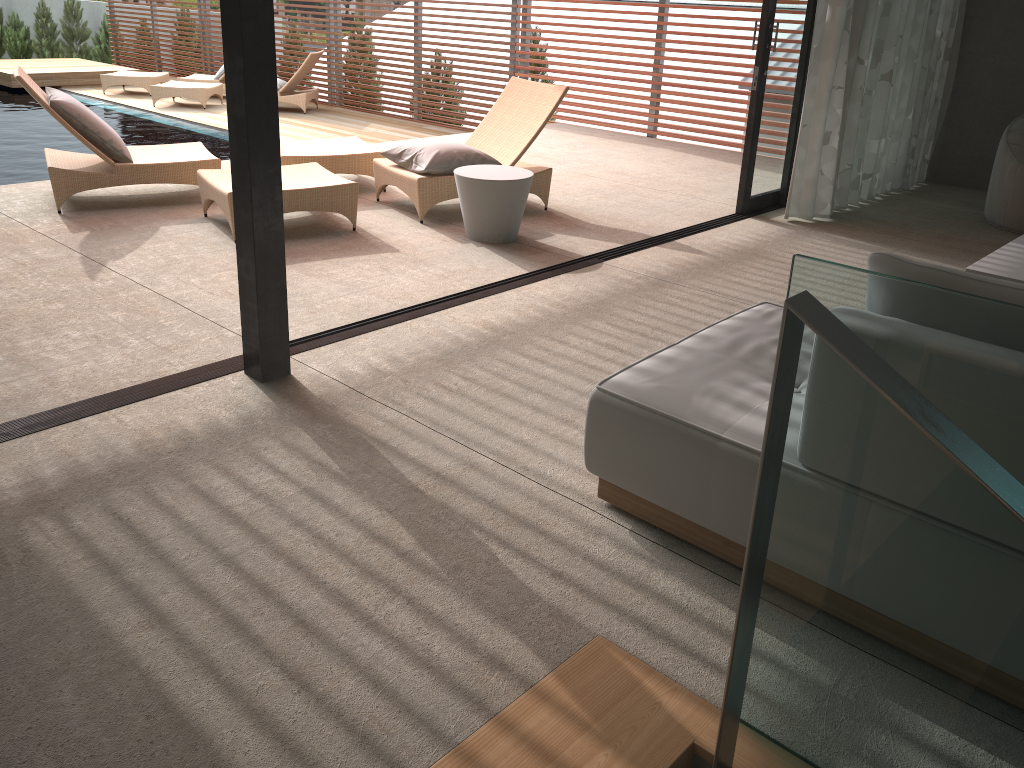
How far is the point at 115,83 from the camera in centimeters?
1304cm

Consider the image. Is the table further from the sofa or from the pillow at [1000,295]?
the pillow at [1000,295]

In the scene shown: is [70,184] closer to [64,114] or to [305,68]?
[64,114]

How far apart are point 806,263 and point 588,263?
3.4 meters

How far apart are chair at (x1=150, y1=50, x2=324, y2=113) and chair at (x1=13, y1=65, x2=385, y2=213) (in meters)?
5.80

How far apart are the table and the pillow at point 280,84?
8.0 meters

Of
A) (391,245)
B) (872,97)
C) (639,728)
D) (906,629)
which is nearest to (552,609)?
(639,728)

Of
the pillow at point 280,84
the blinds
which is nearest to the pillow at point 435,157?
the blinds

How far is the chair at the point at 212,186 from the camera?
5.1m

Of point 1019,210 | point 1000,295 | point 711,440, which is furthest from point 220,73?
point 1000,295
